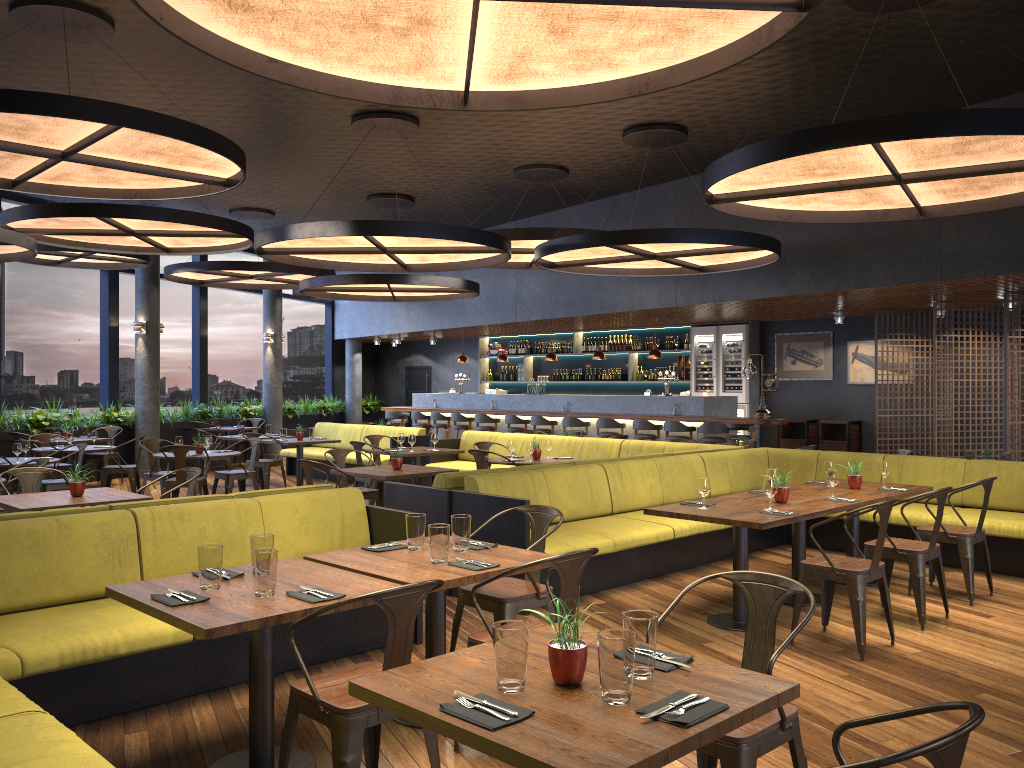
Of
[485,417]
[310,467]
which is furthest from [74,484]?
[485,417]

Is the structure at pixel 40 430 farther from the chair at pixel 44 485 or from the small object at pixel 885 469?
the small object at pixel 885 469

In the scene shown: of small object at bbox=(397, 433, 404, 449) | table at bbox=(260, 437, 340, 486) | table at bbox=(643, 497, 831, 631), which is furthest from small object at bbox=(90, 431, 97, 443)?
table at bbox=(643, 497, 831, 631)

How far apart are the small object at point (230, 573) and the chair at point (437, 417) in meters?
13.5

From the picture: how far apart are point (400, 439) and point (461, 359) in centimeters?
700cm

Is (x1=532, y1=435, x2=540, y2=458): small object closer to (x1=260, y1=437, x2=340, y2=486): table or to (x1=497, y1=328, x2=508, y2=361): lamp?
(x1=260, y1=437, x2=340, y2=486): table

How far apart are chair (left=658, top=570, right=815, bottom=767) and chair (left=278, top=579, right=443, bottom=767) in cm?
79

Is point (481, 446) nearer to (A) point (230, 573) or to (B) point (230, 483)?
(B) point (230, 483)

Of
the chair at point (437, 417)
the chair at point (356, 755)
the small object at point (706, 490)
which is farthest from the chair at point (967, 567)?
the chair at point (437, 417)

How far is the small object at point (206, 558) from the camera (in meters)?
3.56
